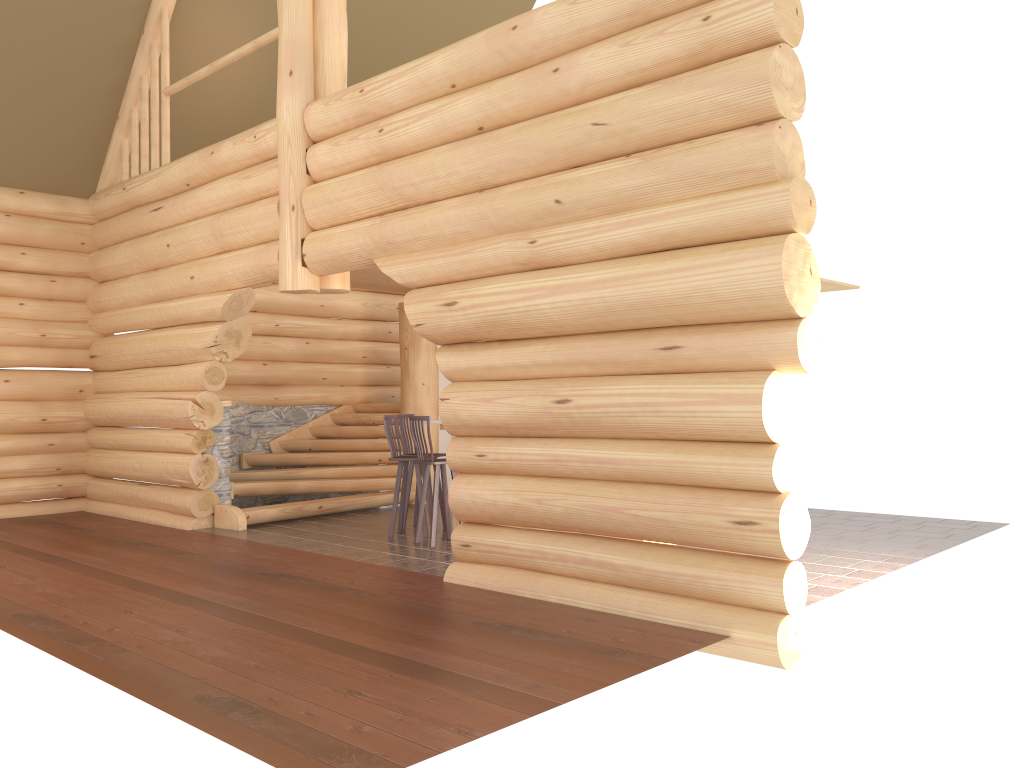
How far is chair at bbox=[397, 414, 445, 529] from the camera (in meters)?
10.27

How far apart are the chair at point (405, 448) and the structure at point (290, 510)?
1.7 meters

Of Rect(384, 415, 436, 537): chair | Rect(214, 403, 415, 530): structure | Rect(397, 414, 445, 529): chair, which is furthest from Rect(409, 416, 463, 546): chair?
Rect(214, 403, 415, 530): structure

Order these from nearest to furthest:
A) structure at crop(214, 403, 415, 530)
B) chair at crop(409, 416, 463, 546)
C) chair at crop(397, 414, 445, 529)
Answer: chair at crop(409, 416, 463, 546)
chair at crop(397, 414, 445, 529)
structure at crop(214, 403, 415, 530)

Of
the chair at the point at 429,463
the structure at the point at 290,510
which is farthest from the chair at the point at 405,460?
the structure at the point at 290,510

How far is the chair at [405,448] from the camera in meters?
10.3 m

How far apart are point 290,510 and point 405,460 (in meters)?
2.18

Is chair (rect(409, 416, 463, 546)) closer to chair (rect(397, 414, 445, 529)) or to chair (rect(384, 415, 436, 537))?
chair (rect(384, 415, 436, 537))

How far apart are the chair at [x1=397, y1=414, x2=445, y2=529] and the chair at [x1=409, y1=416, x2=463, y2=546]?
1.1m

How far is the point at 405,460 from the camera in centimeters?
957cm
